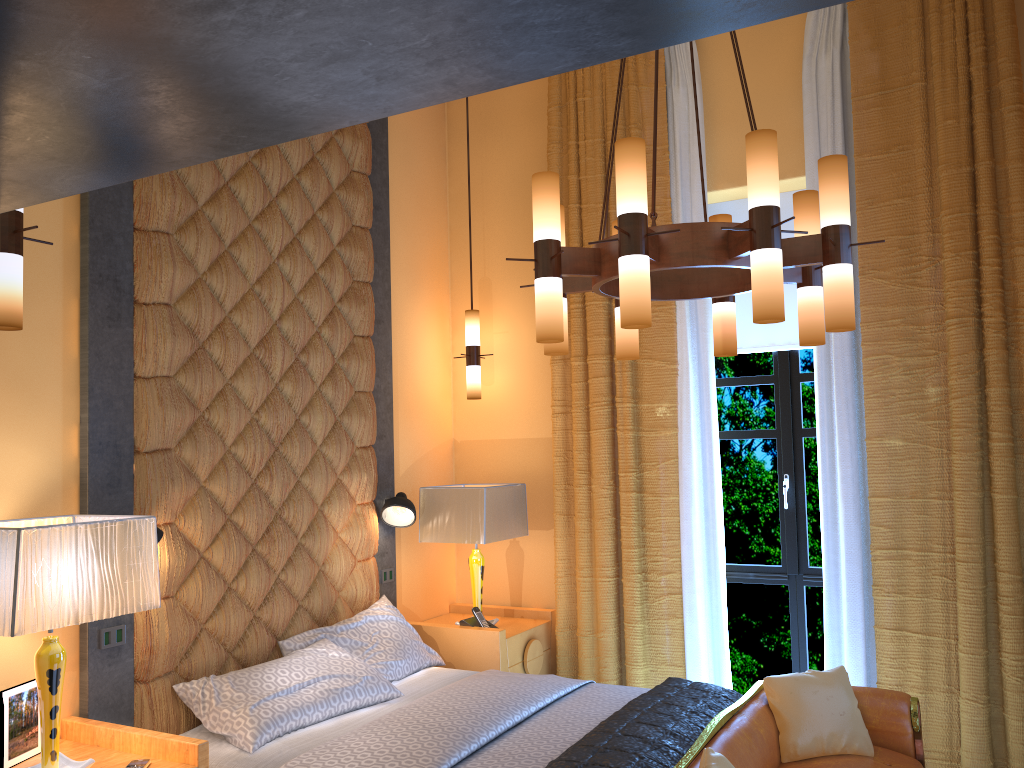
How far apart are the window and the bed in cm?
126

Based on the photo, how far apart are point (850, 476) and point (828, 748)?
1.4 meters

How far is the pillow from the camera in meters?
3.4 m

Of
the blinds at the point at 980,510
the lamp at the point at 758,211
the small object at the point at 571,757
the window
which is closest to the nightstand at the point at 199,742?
the small object at the point at 571,757

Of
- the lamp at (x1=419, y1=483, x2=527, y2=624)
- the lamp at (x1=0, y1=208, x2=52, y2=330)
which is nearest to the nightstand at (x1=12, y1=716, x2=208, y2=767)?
the lamp at (x1=0, y1=208, x2=52, y2=330)

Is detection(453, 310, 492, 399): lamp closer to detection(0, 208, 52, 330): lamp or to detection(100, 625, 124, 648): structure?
detection(100, 625, 124, 648): structure

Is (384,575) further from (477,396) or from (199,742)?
(199,742)

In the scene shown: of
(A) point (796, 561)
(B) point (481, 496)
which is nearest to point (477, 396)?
(B) point (481, 496)

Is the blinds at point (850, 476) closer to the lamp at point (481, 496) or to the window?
the window

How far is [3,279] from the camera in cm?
236
